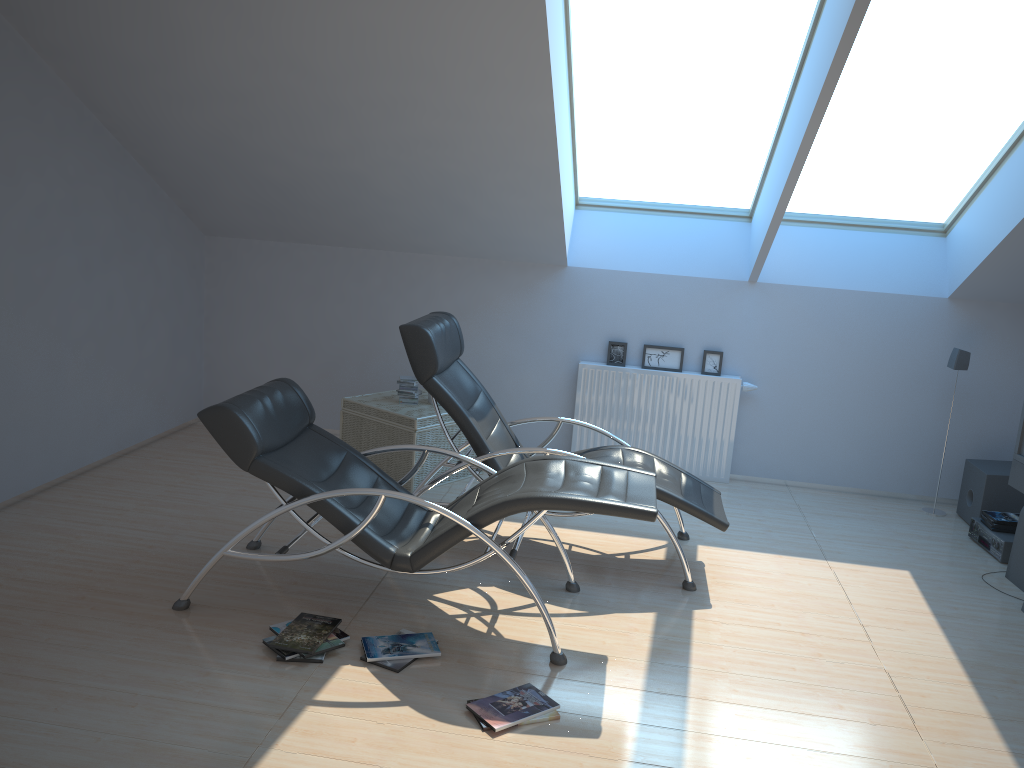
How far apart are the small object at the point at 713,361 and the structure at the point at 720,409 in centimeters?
8cm

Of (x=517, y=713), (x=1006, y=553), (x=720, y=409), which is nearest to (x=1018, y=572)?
(x=1006, y=553)

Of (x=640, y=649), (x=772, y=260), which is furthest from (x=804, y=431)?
(x=640, y=649)

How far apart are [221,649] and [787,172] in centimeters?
392cm

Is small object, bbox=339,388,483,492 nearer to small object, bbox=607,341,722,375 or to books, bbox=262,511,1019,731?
small object, bbox=607,341,722,375

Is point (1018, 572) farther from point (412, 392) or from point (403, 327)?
point (412, 392)

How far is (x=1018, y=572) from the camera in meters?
5.0 m

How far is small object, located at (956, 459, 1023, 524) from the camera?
5.9m

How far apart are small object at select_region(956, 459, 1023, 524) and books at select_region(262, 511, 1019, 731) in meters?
0.3

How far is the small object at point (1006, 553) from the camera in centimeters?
537cm
